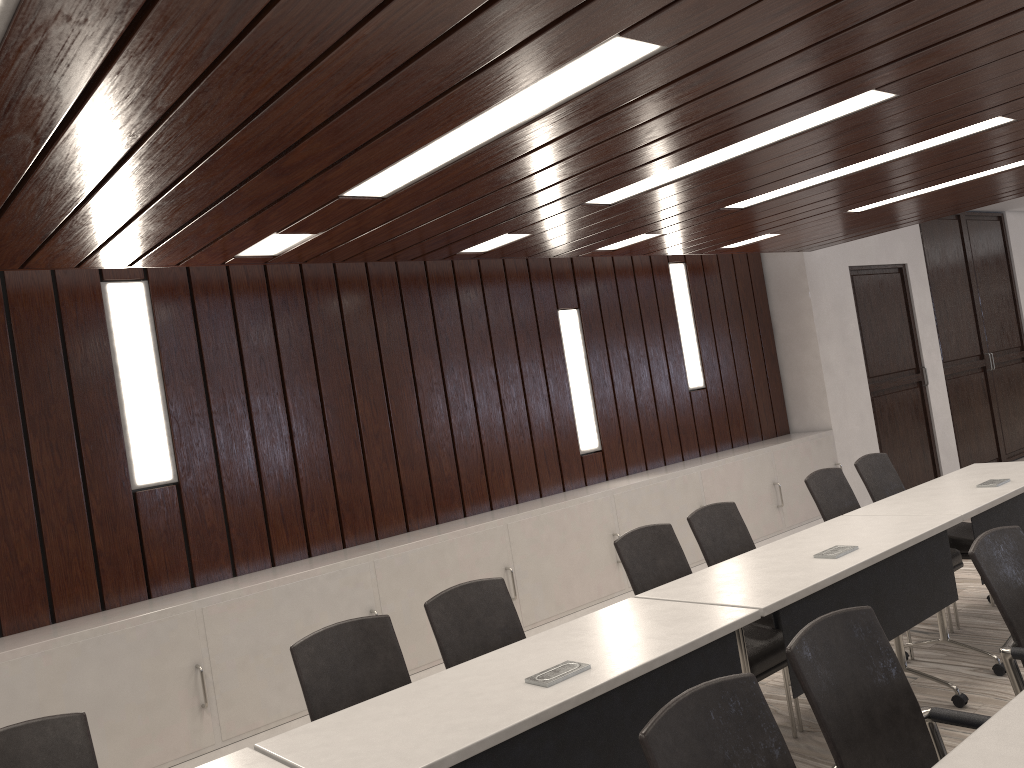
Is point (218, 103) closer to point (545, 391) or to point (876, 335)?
point (545, 391)

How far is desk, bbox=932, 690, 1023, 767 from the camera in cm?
165

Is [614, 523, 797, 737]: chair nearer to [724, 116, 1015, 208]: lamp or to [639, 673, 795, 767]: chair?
[639, 673, 795, 767]: chair

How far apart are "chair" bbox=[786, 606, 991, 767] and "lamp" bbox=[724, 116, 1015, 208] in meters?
2.7

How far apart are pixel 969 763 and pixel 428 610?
1.9 meters

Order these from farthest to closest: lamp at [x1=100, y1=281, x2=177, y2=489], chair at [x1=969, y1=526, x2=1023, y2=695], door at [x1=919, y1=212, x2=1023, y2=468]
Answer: door at [x1=919, y1=212, x2=1023, y2=468], lamp at [x1=100, y1=281, x2=177, y2=489], chair at [x1=969, y1=526, x2=1023, y2=695]

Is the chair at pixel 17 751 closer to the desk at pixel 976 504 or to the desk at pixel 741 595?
the desk at pixel 741 595

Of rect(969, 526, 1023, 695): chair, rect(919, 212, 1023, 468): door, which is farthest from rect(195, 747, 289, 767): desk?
rect(919, 212, 1023, 468): door

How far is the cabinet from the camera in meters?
3.9 m

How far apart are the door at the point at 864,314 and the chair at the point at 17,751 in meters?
7.5 m
